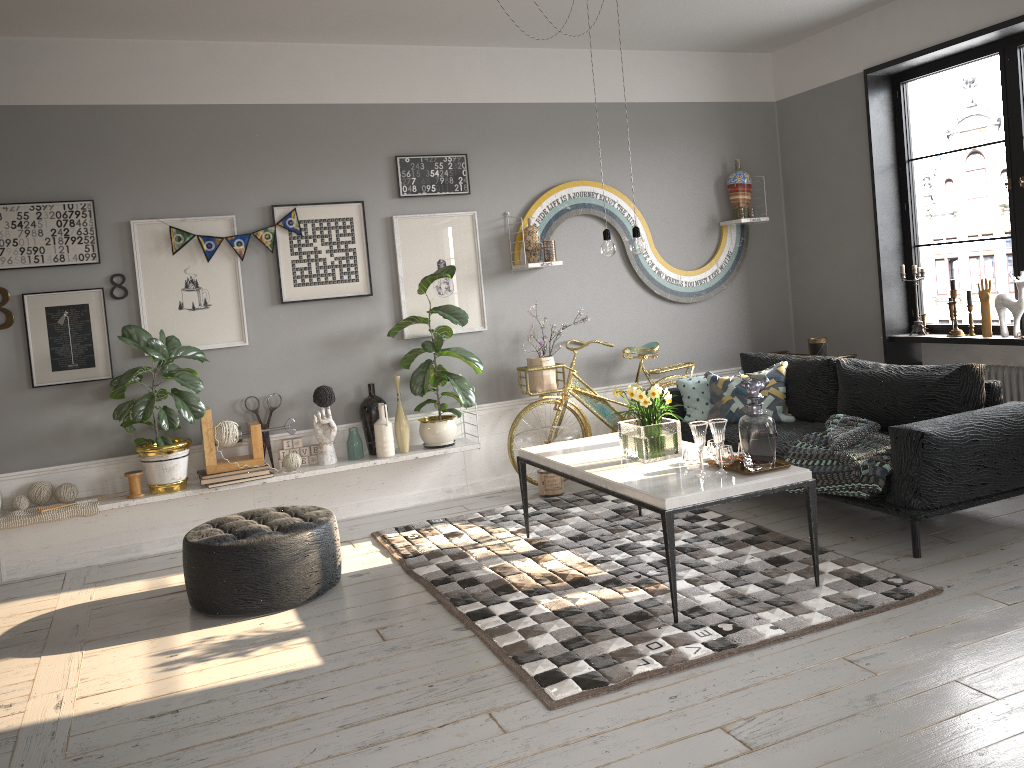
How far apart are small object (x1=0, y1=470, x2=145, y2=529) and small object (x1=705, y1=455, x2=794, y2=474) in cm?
324

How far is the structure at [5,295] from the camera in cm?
487

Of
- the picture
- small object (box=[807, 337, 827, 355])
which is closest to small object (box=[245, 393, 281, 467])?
the picture

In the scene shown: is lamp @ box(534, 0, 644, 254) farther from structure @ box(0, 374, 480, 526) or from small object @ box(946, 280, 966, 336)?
small object @ box(946, 280, 966, 336)

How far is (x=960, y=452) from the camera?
4.0m

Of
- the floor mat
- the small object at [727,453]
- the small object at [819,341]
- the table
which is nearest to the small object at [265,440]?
the floor mat

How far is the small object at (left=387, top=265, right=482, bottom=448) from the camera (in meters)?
5.50

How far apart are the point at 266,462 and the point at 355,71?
2.50m

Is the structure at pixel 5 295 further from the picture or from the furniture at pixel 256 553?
the furniture at pixel 256 553

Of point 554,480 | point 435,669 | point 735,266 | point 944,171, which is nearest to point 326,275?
point 554,480
